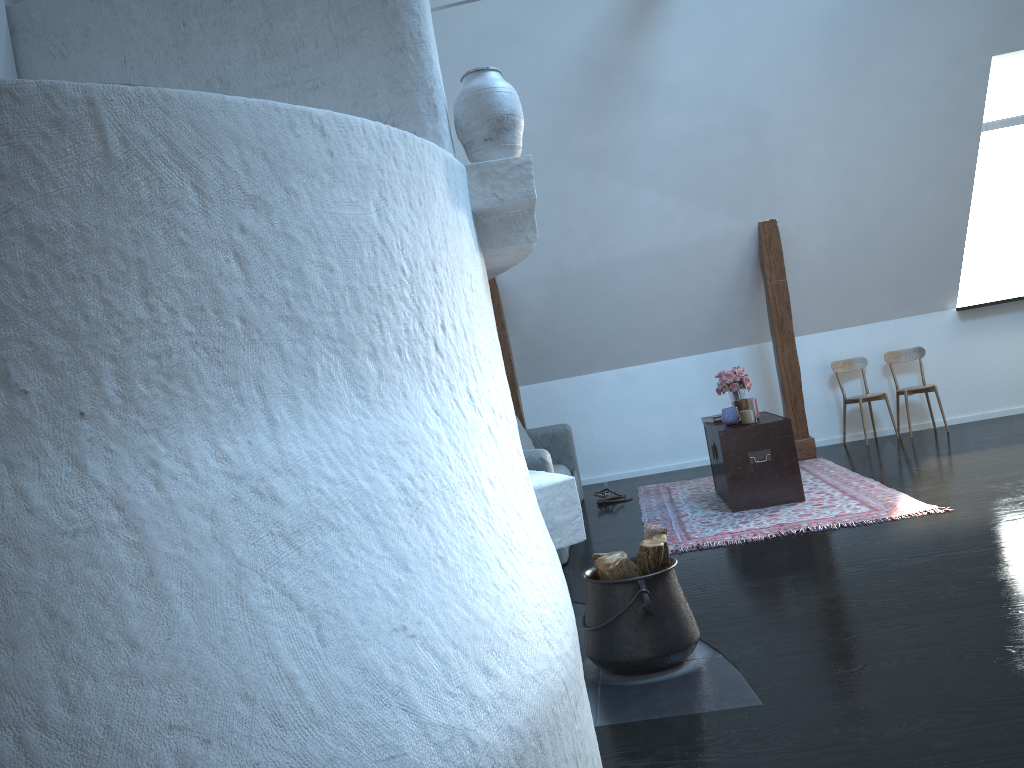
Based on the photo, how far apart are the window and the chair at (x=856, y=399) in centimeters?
103cm

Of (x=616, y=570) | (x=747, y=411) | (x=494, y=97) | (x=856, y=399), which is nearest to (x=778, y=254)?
(x=856, y=399)

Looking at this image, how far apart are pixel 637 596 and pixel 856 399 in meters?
5.0

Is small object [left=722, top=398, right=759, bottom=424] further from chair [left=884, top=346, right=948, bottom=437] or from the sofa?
chair [left=884, top=346, right=948, bottom=437]

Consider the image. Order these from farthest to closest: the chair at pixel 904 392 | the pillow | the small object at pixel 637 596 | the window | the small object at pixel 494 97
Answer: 1. the window
2. the chair at pixel 904 392
3. the pillow
4. the small object at pixel 637 596
5. the small object at pixel 494 97

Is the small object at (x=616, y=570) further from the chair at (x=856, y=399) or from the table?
the chair at (x=856, y=399)

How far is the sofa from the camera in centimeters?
461cm

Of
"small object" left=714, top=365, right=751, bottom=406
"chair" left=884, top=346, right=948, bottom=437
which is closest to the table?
"small object" left=714, top=365, right=751, bottom=406

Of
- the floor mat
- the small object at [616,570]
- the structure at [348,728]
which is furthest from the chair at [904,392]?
the structure at [348,728]

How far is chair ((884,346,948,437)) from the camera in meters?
7.1 m
